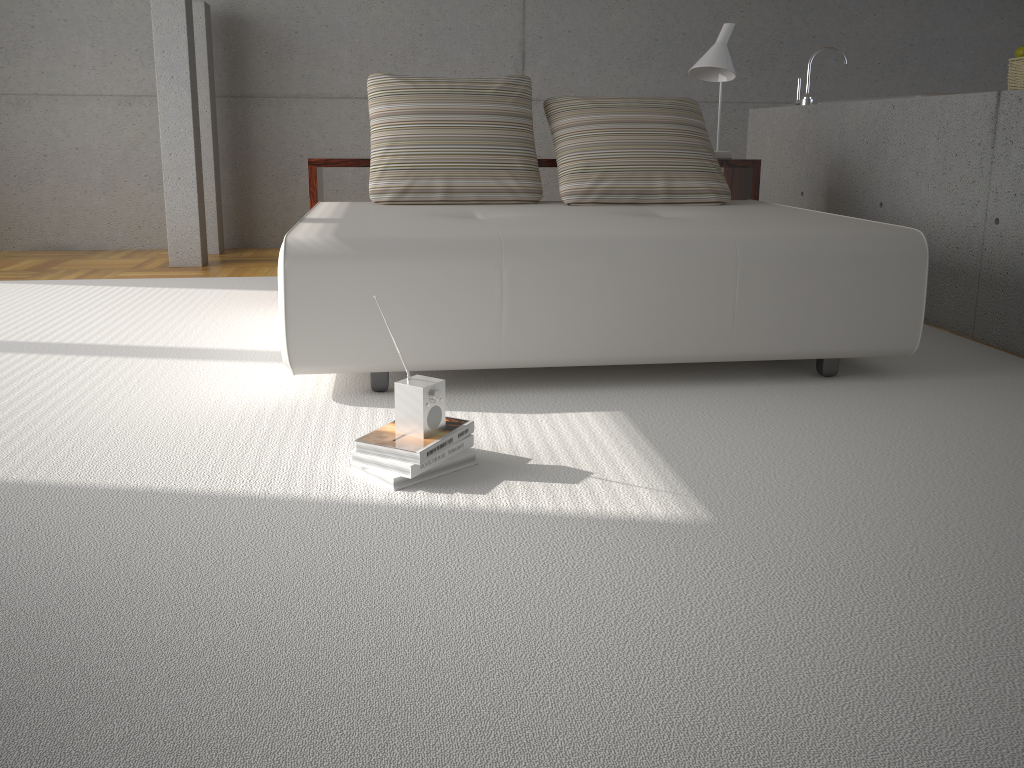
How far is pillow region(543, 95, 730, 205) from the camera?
3.9 meters

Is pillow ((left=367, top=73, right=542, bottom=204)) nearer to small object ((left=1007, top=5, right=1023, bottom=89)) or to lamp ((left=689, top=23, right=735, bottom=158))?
lamp ((left=689, top=23, right=735, bottom=158))

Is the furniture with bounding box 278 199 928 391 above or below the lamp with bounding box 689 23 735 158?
below

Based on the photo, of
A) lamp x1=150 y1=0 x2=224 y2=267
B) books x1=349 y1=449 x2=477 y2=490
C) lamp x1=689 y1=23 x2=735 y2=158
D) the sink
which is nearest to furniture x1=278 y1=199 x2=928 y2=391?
lamp x1=689 y1=23 x2=735 y2=158

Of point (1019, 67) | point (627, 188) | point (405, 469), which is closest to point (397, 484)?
point (405, 469)

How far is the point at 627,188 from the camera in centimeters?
392cm

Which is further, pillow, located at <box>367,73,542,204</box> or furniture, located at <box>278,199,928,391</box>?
pillow, located at <box>367,73,542,204</box>

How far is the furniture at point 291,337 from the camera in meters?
2.7

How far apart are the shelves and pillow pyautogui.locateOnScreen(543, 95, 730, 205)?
0.16m

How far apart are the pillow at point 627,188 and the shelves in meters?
0.2
